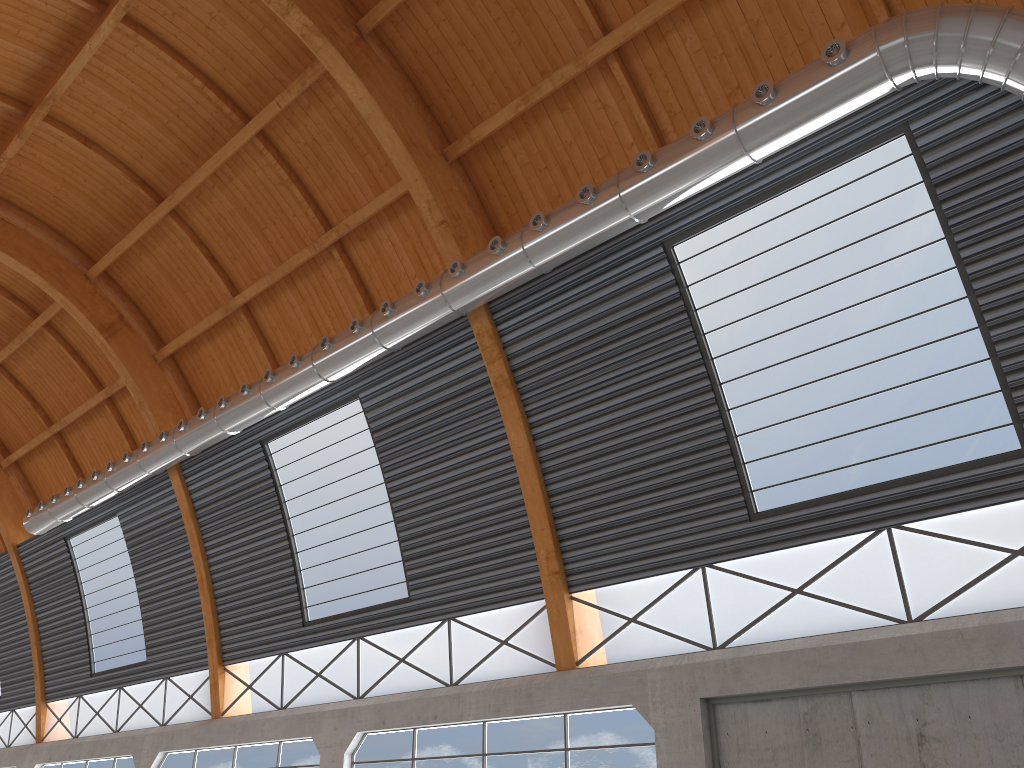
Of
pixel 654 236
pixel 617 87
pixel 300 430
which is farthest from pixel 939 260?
pixel 300 430

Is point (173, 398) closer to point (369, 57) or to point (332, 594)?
Answer: point (332, 594)
